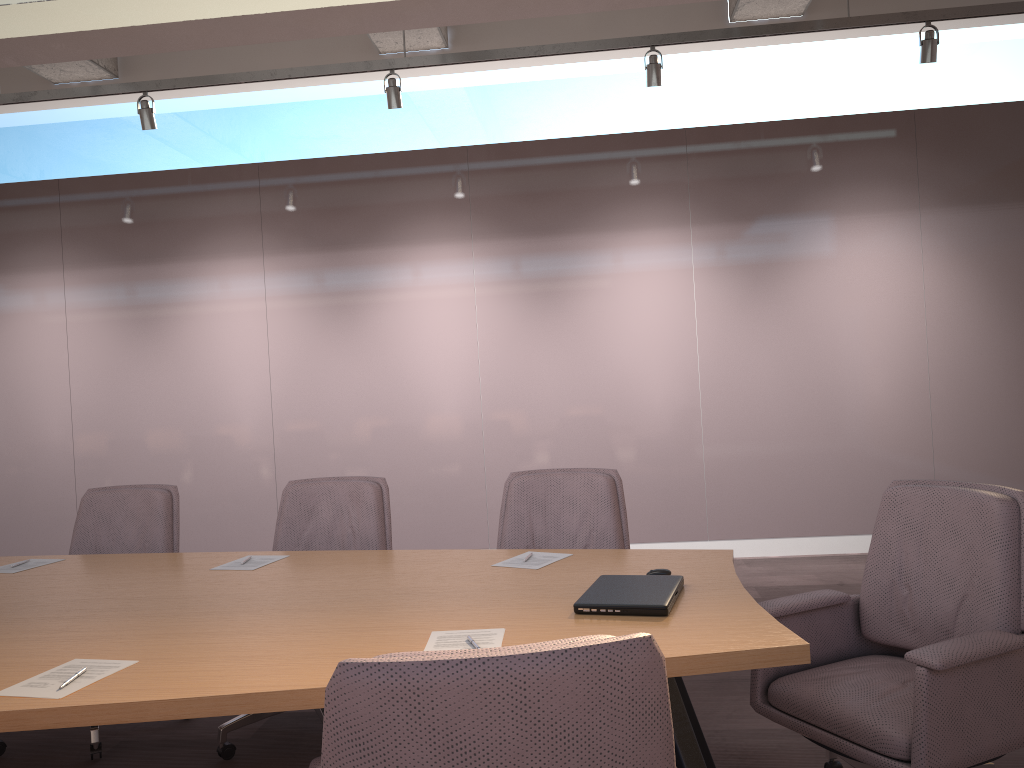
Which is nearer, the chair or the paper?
the chair

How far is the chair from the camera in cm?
120

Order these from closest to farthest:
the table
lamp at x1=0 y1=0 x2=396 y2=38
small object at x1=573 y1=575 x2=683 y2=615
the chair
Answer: the chair
the table
small object at x1=573 y1=575 x2=683 y2=615
lamp at x1=0 y1=0 x2=396 y2=38

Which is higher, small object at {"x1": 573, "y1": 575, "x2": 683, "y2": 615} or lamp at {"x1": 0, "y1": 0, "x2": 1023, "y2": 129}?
lamp at {"x1": 0, "y1": 0, "x2": 1023, "y2": 129}

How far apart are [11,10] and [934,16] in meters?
4.5 m

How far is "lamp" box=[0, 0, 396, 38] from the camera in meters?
2.4 m

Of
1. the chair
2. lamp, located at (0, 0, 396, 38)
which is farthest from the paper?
lamp, located at (0, 0, 396, 38)

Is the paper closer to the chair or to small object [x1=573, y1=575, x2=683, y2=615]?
small object [x1=573, y1=575, x2=683, y2=615]

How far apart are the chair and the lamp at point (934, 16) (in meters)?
2.42

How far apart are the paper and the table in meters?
0.0 m
